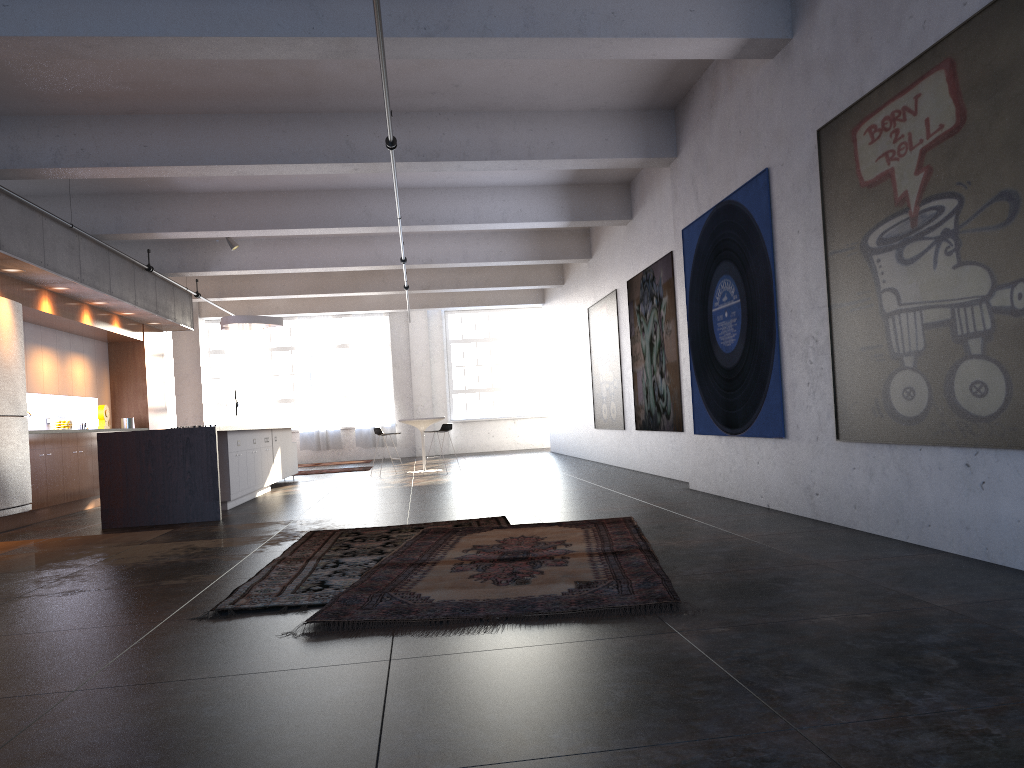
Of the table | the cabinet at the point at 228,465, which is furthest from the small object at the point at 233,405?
the table

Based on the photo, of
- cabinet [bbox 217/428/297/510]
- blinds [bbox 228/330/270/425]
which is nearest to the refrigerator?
cabinet [bbox 217/428/297/510]

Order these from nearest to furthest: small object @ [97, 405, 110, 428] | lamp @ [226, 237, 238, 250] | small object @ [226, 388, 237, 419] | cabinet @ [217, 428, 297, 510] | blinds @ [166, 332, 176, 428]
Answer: cabinet @ [217, 428, 297, 510]
small object @ [97, 405, 110, 428]
lamp @ [226, 237, 238, 250]
small object @ [226, 388, 237, 419]
blinds @ [166, 332, 176, 428]

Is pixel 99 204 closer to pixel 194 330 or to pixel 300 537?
pixel 300 537

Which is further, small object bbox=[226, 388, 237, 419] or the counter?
small object bbox=[226, 388, 237, 419]

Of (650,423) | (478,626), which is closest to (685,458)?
(650,423)

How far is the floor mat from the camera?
4.0 meters

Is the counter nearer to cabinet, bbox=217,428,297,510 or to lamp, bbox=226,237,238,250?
cabinet, bbox=217,428,297,510

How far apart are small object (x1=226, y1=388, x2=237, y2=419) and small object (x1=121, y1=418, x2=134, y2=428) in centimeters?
614cm

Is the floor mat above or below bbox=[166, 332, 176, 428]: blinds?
below
